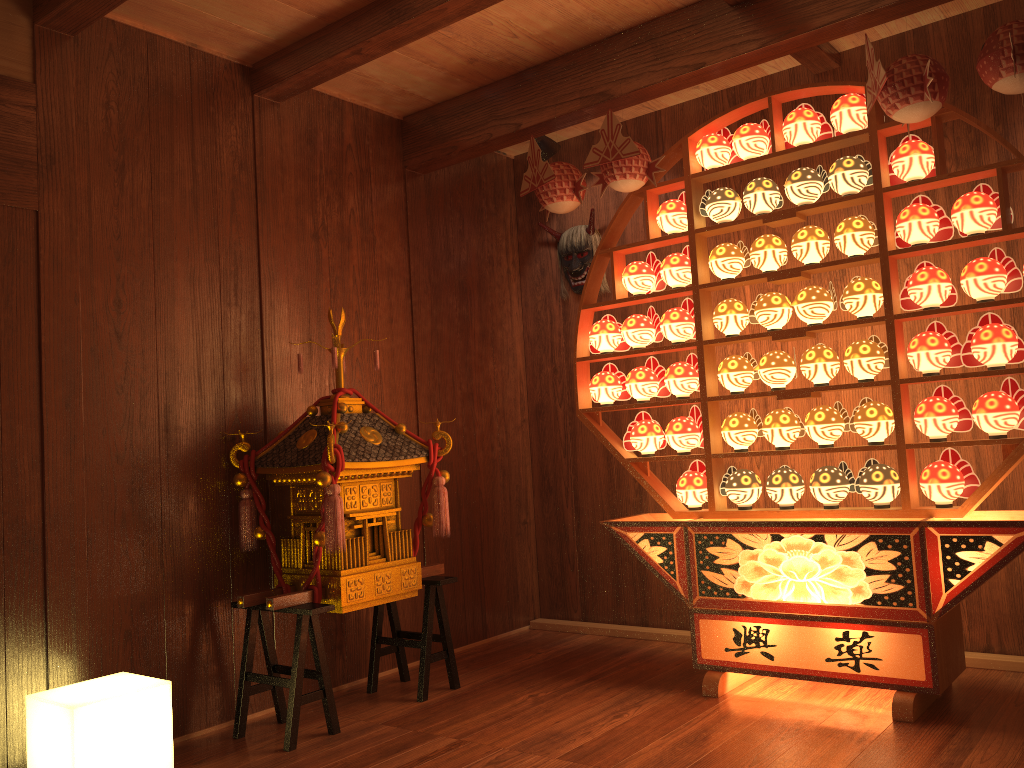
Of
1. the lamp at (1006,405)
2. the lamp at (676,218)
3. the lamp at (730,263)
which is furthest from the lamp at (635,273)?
the lamp at (1006,405)

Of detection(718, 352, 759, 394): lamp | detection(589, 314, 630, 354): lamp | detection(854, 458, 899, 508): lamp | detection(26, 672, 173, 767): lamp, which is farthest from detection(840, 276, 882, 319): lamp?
detection(26, 672, 173, 767): lamp

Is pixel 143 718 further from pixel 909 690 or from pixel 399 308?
pixel 909 690

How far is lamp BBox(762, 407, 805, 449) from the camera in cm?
318

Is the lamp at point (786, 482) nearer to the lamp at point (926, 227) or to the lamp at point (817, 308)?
the lamp at point (817, 308)

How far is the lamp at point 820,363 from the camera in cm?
309

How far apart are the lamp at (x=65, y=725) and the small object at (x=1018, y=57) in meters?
3.0

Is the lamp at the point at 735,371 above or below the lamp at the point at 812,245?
below

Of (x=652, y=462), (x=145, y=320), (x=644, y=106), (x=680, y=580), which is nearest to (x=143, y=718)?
(x=145, y=320)

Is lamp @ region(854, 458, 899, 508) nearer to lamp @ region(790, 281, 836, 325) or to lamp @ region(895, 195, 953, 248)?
lamp @ region(790, 281, 836, 325)
